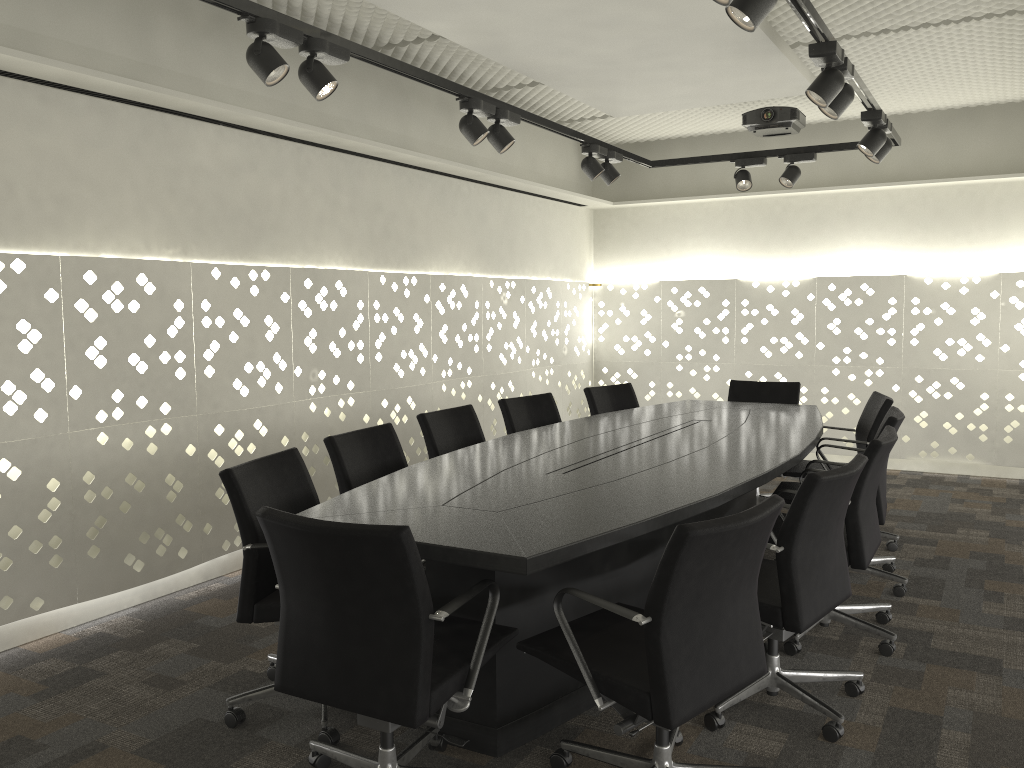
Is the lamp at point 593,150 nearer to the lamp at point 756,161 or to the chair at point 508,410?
the lamp at point 756,161

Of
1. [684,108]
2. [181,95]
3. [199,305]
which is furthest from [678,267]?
[181,95]

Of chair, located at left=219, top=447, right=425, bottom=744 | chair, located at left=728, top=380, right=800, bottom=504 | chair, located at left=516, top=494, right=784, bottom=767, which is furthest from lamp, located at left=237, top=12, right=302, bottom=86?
chair, located at left=728, top=380, right=800, bottom=504

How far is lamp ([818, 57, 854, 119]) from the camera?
3.1m

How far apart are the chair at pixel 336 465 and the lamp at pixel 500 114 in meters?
1.3

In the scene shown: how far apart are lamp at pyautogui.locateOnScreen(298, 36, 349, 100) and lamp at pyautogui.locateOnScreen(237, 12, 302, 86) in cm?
7

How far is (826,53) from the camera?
2.9m

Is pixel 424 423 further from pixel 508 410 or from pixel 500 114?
pixel 500 114

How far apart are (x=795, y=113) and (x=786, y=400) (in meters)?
1.70

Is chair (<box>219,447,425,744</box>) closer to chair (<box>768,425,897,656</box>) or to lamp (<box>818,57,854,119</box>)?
chair (<box>768,425,897,656</box>)
